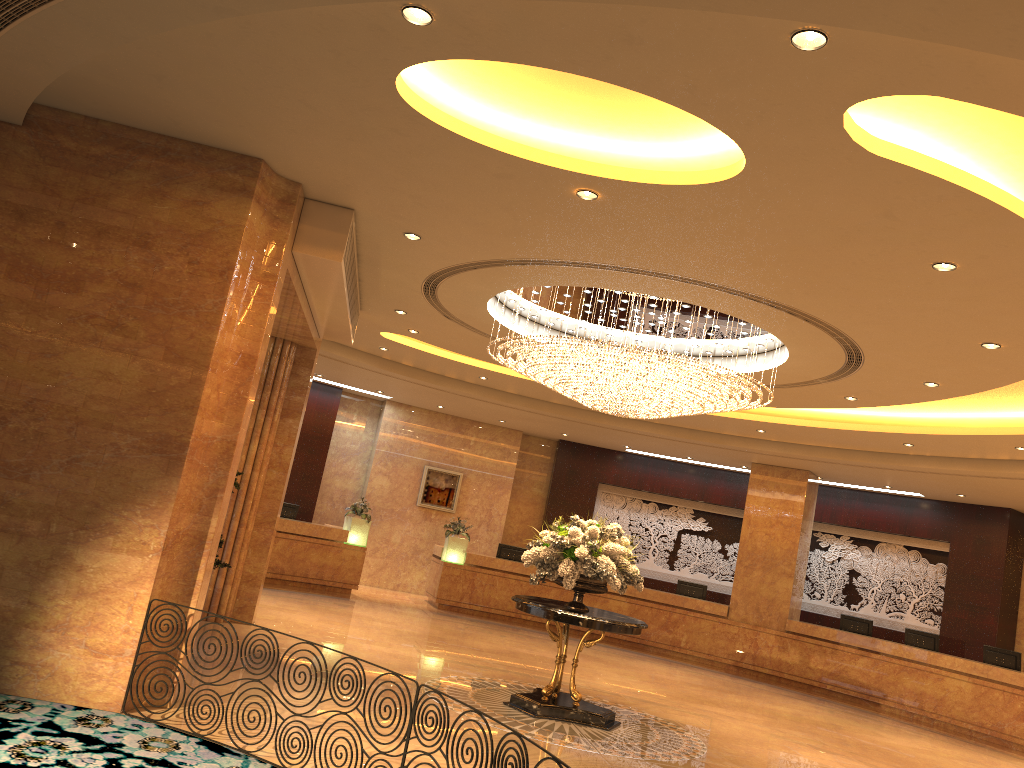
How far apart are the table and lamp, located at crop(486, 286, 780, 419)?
2.2m

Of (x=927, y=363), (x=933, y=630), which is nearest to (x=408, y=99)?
(x=927, y=363)

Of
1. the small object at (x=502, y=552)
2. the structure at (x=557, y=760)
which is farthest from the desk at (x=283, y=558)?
the structure at (x=557, y=760)

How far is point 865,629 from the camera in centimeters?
1623cm

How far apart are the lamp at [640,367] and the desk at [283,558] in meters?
7.0 m

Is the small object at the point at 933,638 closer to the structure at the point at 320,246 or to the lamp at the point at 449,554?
the lamp at the point at 449,554

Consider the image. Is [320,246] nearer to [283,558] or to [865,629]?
[283,558]

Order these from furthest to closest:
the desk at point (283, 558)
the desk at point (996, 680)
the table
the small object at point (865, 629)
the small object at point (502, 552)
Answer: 1. the small object at point (502, 552)
2. the small object at point (865, 629)
3. the desk at point (283, 558)
4. the desk at point (996, 680)
5. the table

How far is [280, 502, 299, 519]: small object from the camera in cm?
1649

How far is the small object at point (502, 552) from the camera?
18.14m
